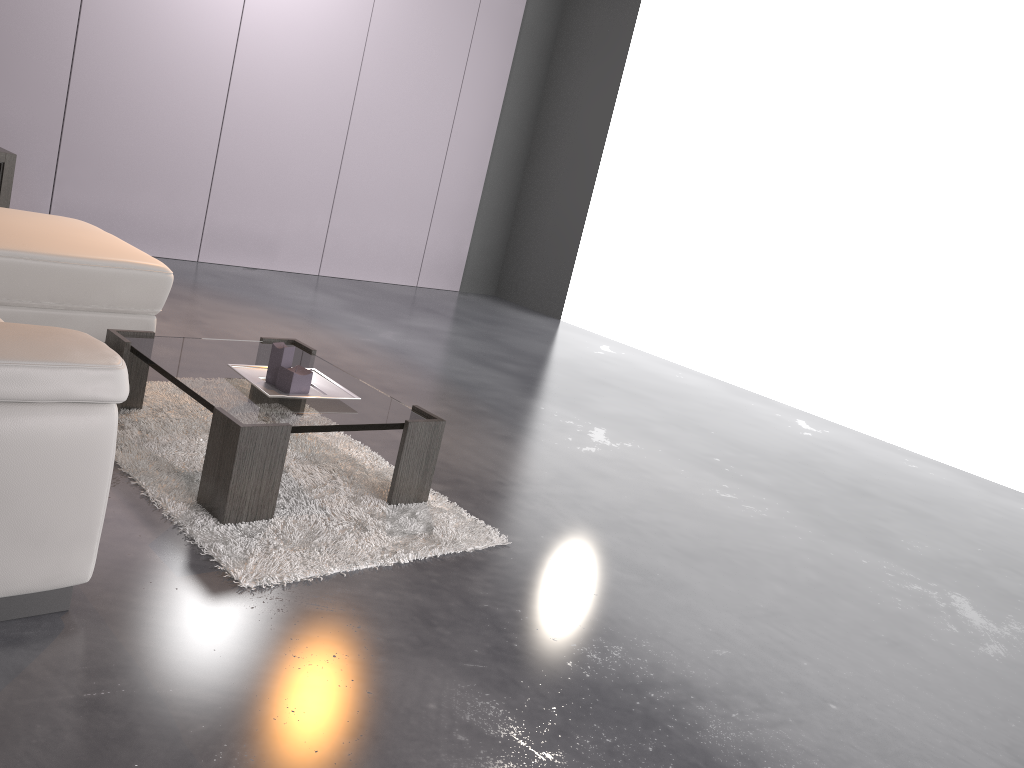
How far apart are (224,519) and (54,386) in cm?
79

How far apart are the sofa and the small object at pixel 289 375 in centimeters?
73cm

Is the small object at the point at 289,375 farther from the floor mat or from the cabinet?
the cabinet

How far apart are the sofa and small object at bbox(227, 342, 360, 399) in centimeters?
73cm

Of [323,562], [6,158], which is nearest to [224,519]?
[323,562]

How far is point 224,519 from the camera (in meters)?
2.31

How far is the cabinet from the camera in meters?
4.8 m

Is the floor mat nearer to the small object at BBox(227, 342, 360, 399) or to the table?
the table

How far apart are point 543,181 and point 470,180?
0.7m

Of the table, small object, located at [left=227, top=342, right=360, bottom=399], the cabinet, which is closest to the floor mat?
the table
